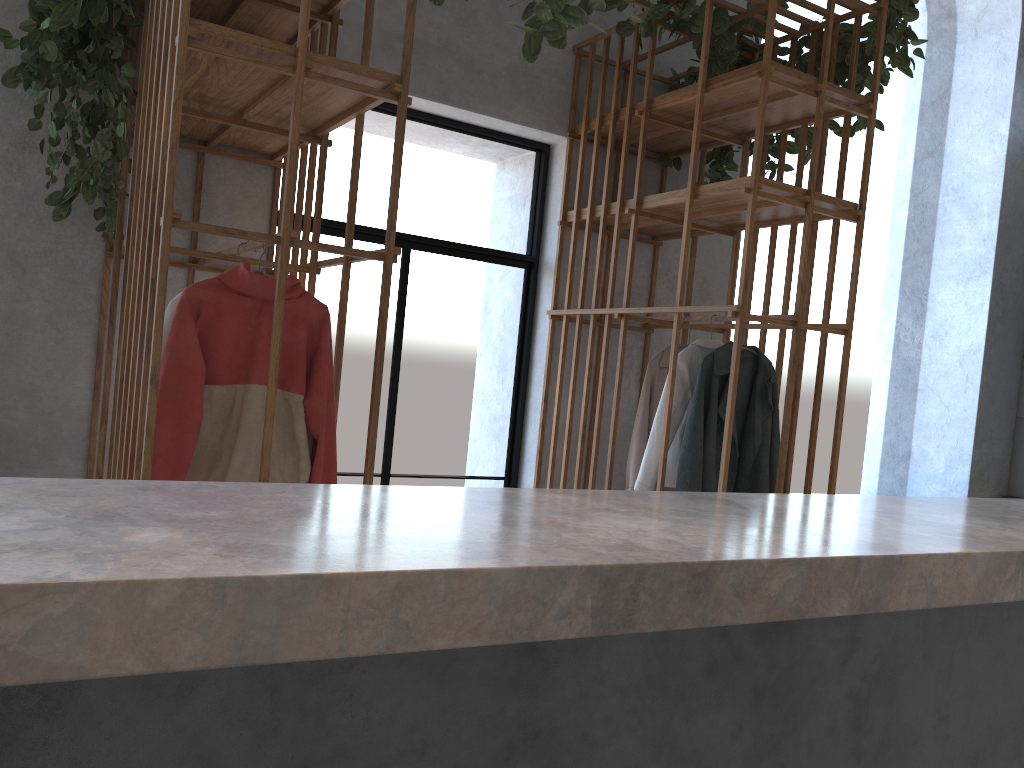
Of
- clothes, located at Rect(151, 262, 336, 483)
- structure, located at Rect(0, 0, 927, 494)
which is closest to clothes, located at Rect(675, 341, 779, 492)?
structure, located at Rect(0, 0, 927, 494)

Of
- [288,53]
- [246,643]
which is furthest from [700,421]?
[246,643]

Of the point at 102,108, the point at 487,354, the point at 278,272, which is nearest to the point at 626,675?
the point at 278,272

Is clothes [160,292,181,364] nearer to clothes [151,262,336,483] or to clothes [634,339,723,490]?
clothes [151,262,336,483]

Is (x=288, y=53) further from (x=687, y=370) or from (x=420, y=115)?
(x=687, y=370)

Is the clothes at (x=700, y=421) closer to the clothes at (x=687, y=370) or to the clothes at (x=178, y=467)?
the clothes at (x=687, y=370)

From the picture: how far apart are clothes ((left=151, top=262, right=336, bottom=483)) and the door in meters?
1.5

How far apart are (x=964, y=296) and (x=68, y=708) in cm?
695

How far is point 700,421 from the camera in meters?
3.6

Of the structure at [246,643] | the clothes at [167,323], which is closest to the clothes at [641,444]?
the structure at [246,643]
